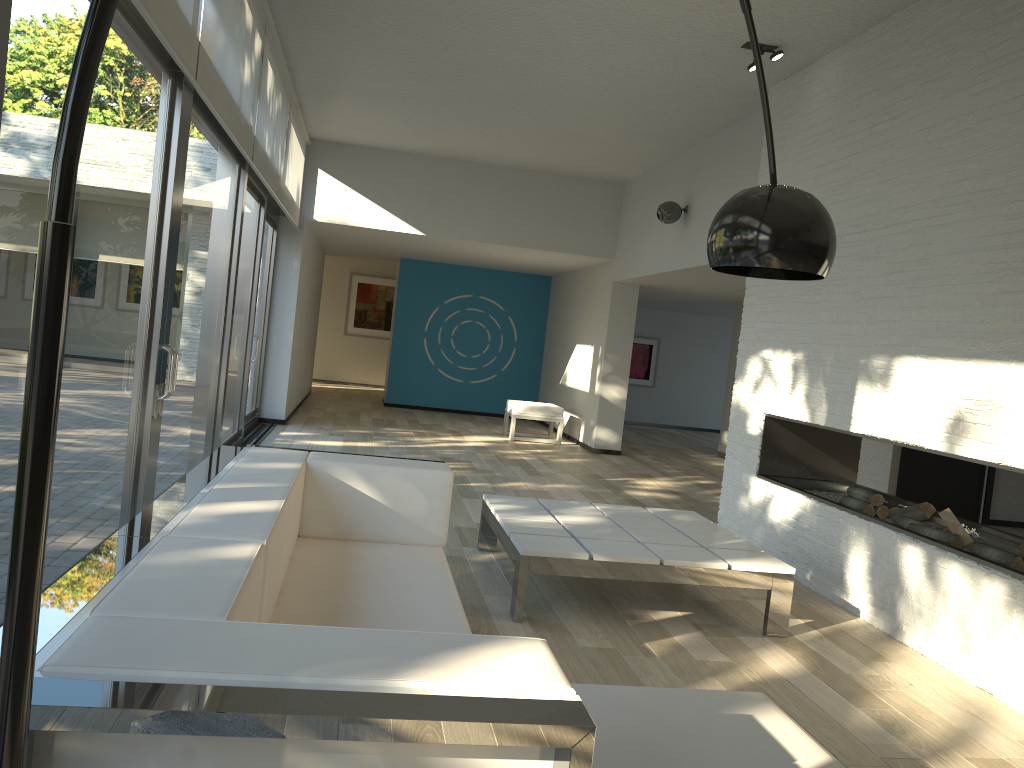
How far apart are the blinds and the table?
2.3 meters

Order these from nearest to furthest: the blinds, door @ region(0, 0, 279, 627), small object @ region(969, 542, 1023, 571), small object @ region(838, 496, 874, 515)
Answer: door @ region(0, 0, 279, 627) → the blinds → small object @ region(969, 542, 1023, 571) → small object @ region(838, 496, 874, 515)

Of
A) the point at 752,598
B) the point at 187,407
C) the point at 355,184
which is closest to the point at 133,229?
the point at 187,407

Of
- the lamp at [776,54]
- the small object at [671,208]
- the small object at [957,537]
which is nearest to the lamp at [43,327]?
the small object at [957,537]

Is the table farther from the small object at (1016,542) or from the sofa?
the small object at (1016,542)

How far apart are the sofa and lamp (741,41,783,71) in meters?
3.3

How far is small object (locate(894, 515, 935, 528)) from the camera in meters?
4.4

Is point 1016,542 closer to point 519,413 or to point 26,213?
point 26,213

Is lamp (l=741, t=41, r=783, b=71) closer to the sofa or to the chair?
the sofa

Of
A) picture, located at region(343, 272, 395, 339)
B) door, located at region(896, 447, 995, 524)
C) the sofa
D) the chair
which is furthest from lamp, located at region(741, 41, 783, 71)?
picture, located at region(343, 272, 395, 339)
